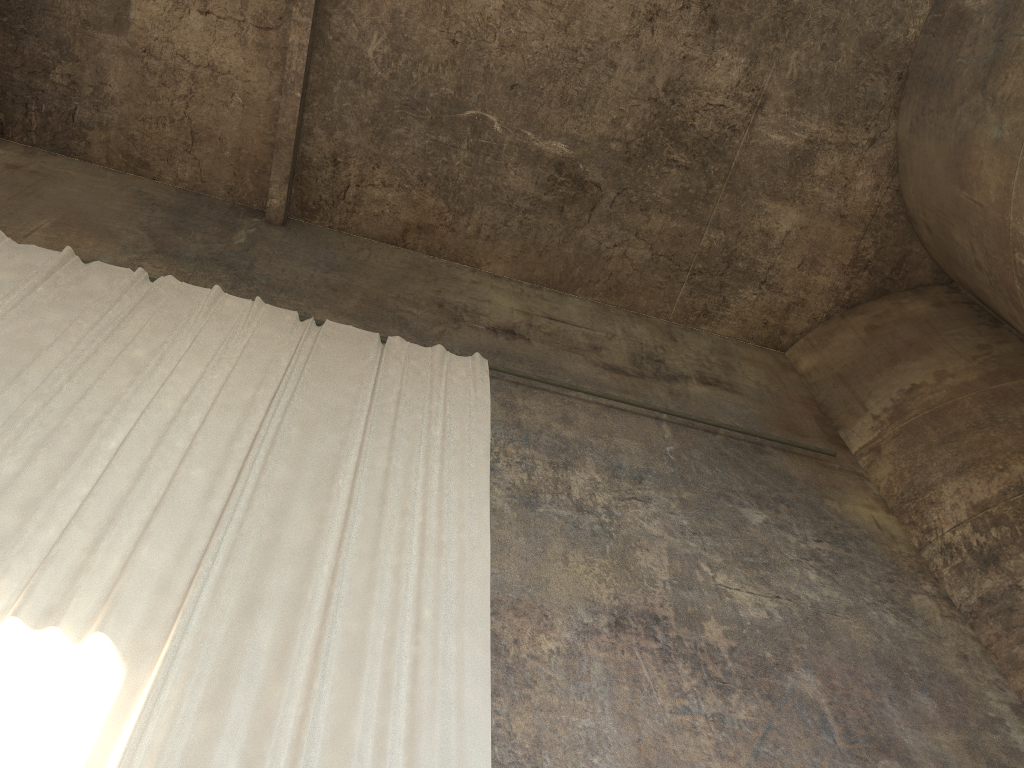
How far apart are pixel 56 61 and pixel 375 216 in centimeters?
375cm

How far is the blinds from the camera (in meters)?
3.88

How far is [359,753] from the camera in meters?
3.9 m

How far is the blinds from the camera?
3.9m
